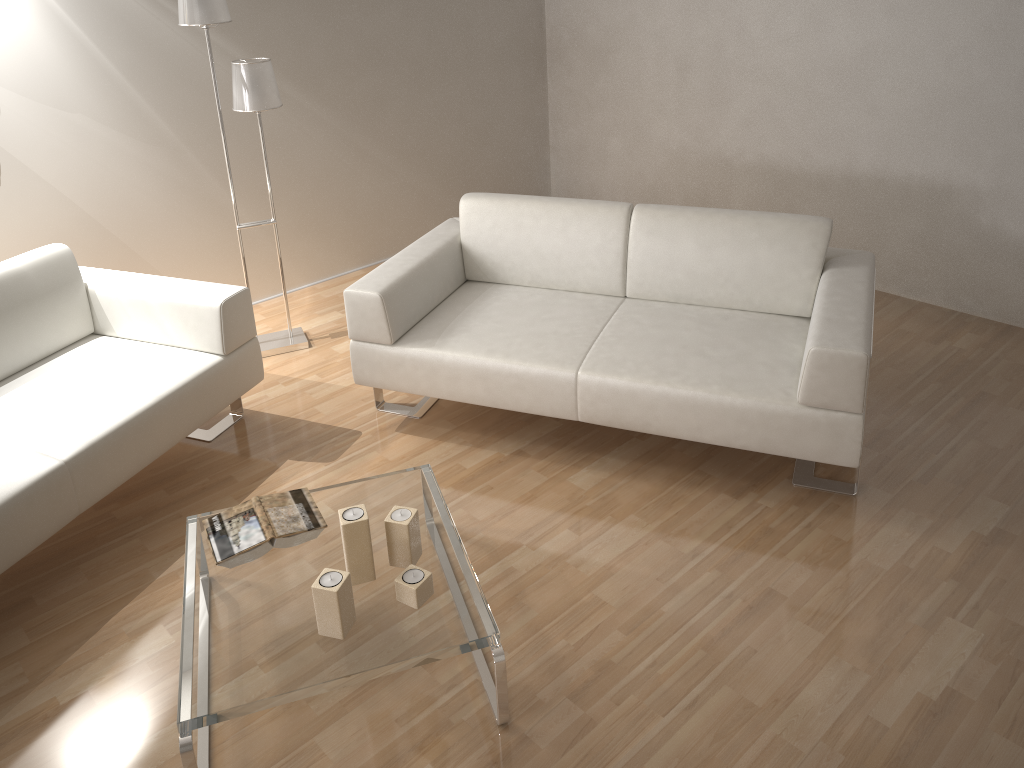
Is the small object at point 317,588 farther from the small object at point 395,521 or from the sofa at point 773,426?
the sofa at point 773,426

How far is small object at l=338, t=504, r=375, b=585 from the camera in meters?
2.2

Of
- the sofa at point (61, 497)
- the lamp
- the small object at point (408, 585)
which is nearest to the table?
the small object at point (408, 585)

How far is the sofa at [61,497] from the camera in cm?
258

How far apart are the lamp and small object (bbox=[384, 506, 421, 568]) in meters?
1.9 m

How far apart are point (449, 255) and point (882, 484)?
1.8 meters

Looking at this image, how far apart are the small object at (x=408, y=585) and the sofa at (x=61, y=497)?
1.12m

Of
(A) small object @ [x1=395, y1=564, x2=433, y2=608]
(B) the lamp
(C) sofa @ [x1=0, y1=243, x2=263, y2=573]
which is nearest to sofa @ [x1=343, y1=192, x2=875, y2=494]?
(C) sofa @ [x1=0, y1=243, x2=263, y2=573]

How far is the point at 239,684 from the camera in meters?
2.0

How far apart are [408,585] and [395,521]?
0.2 meters
